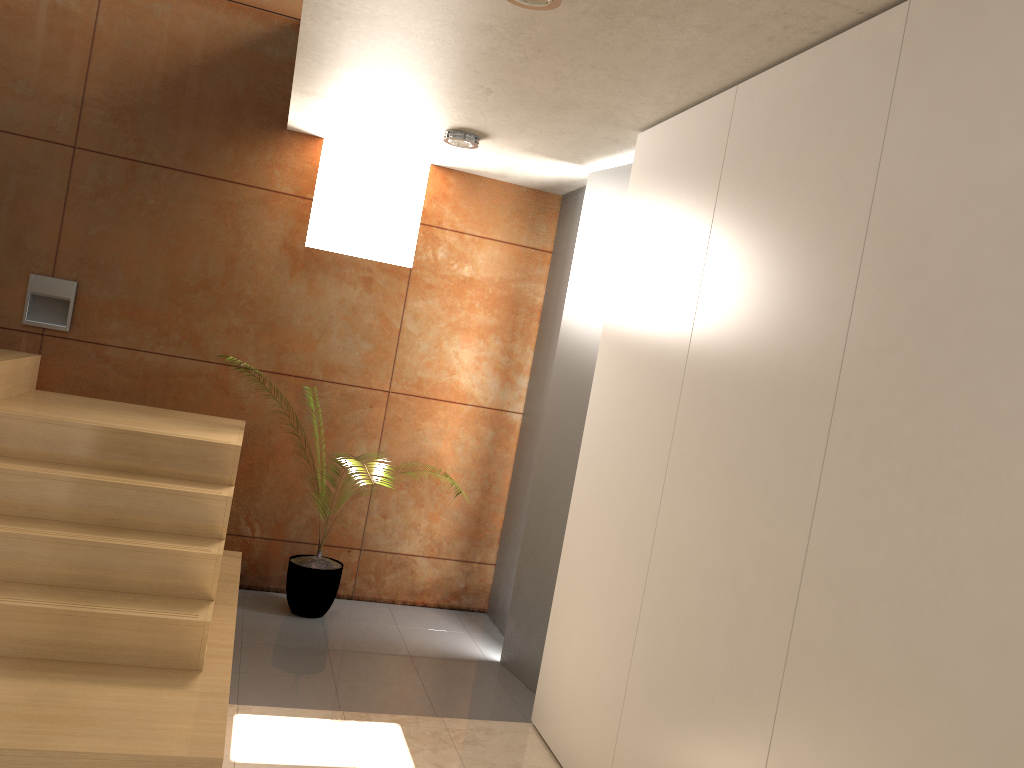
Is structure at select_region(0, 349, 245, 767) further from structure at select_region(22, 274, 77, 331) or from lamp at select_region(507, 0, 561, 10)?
lamp at select_region(507, 0, 561, 10)

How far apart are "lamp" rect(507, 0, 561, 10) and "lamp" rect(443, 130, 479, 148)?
1.7m

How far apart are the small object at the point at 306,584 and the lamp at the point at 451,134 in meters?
2.2 m

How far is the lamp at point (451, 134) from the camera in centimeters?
418cm

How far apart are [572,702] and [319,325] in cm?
256

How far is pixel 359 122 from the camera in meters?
4.4

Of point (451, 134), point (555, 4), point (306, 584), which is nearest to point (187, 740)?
point (306, 584)

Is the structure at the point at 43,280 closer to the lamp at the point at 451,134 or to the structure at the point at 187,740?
the structure at the point at 187,740

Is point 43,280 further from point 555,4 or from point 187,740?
point 555,4

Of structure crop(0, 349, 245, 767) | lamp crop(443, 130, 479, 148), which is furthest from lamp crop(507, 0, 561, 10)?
structure crop(0, 349, 245, 767)
